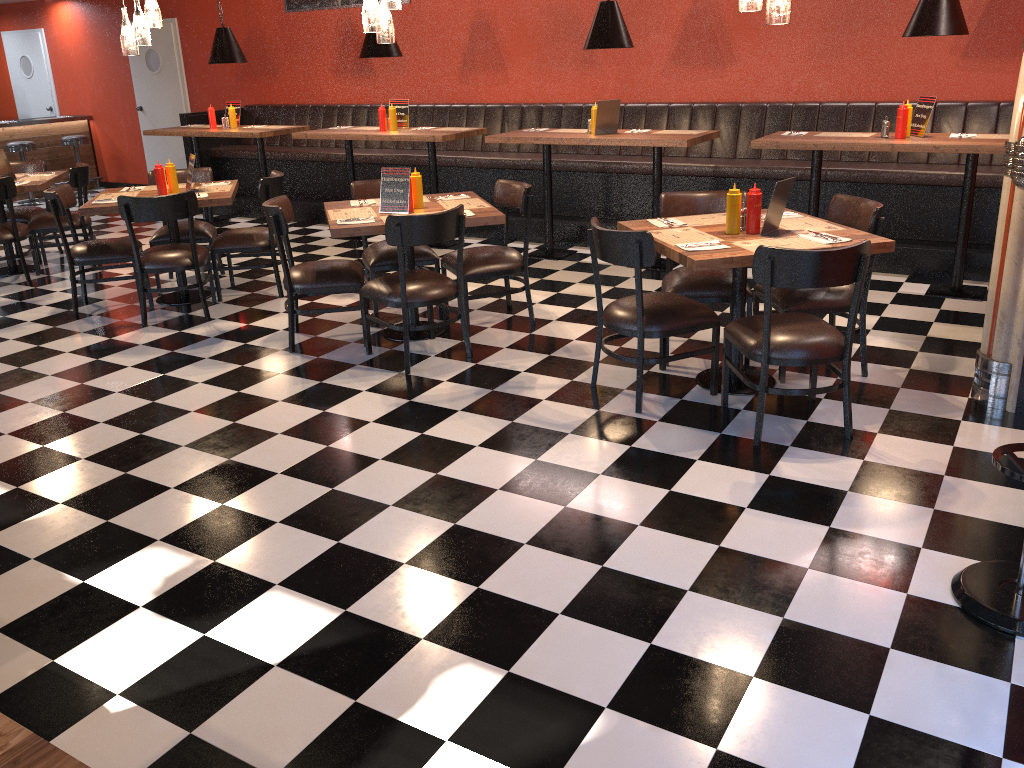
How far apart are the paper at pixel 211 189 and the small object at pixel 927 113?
4.7m

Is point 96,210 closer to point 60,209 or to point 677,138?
point 60,209

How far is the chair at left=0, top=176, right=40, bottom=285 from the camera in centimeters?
680cm

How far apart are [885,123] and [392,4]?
3.25m

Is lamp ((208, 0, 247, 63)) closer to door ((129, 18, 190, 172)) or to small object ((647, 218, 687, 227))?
door ((129, 18, 190, 172))

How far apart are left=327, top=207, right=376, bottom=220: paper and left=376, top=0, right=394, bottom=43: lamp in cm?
94

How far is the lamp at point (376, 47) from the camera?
7.5 meters

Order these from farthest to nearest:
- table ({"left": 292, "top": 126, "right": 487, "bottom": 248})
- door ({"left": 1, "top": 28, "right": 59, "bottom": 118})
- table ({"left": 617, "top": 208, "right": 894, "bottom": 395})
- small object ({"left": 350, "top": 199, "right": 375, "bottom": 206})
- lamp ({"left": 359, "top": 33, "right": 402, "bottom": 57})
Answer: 1. door ({"left": 1, "top": 28, "right": 59, "bottom": 118})
2. lamp ({"left": 359, "top": 33, "right": 402, "bottom": 57})
3. table ({"left": 292, "top": 126, "right": 487, "bottom": 248})
4. small object ({"left": 350, "top": 199, "right": 375, "bottom": 206})
5. table ({"left": 617, "top": 208, "right": 894, "bottom": 395})

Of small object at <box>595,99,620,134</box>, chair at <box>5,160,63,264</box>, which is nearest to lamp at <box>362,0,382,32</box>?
small object at <box>595,99,620,134</box>

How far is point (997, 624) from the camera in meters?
2.6
